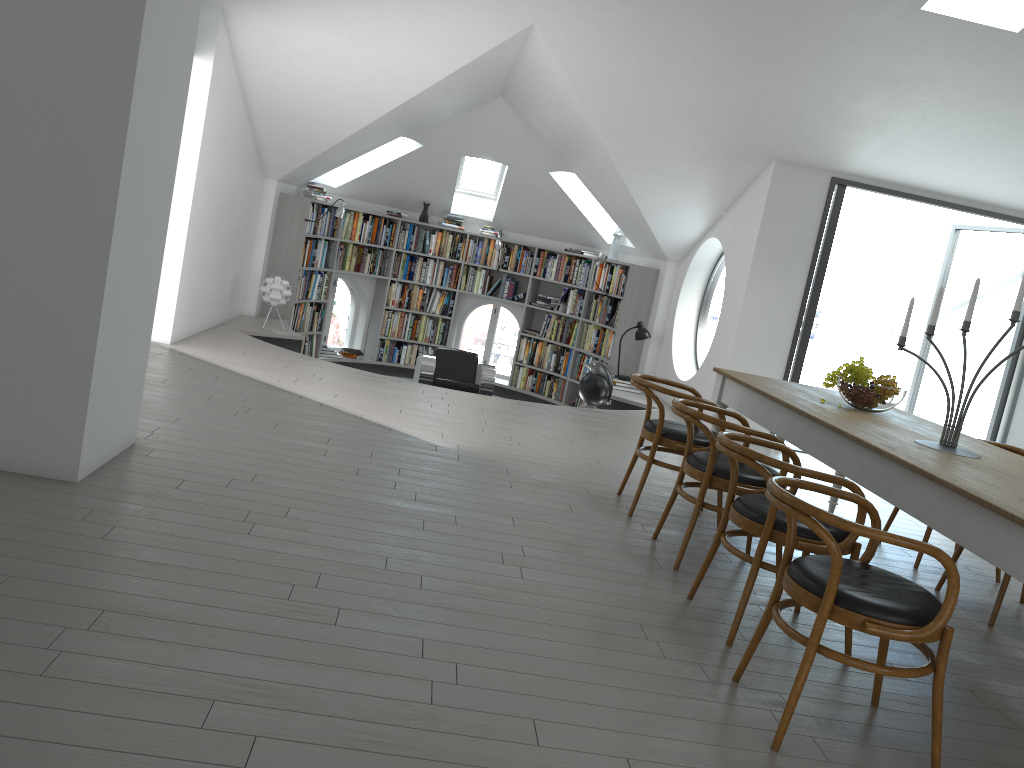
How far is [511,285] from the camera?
11.64m

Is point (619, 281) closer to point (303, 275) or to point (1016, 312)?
point (303, 275)

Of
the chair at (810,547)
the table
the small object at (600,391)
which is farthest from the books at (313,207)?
the chair at (810,547)

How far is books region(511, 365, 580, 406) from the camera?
11.4 meters

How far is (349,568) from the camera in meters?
3.3 m

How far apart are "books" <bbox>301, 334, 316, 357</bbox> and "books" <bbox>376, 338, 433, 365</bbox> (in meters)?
1.07

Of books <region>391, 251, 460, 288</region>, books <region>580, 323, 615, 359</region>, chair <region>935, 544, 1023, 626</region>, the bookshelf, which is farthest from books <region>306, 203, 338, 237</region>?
chair <region>935, 544, 1023, 626</region>

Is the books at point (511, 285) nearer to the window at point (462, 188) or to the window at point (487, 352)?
the window at point (487, 352)

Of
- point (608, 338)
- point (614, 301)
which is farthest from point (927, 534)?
point (614, 301)

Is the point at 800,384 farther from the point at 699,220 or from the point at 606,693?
the point at 699,220
